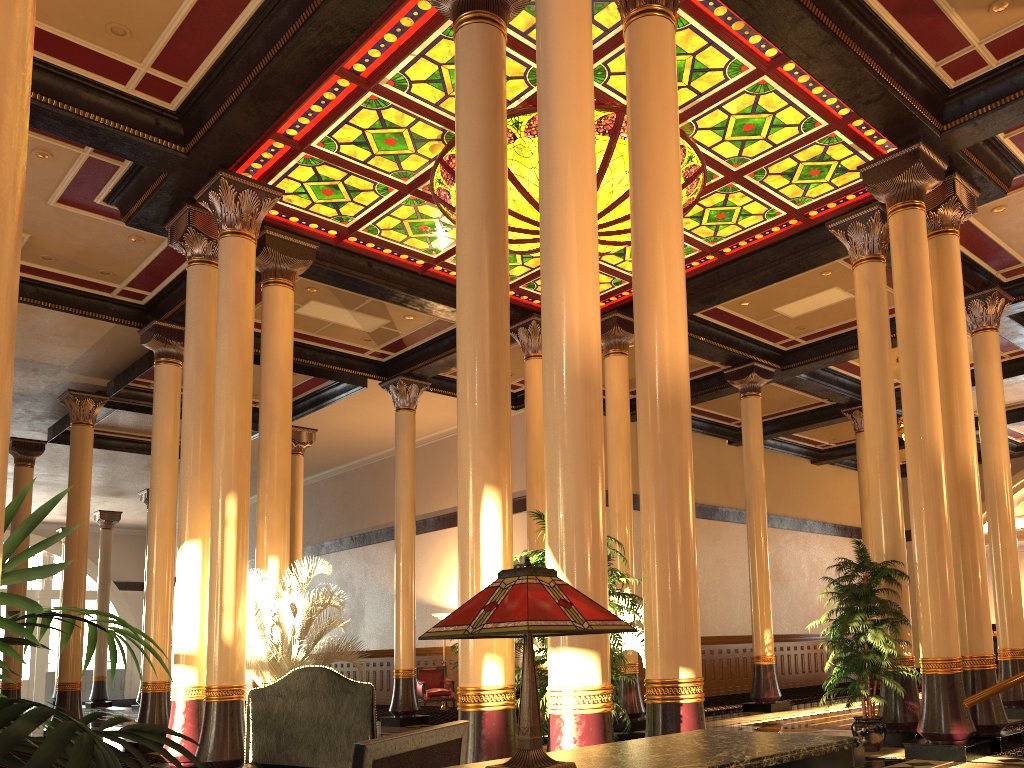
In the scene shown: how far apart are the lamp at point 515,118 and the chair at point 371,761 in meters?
7.0 m

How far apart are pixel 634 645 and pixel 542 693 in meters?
5.8 m

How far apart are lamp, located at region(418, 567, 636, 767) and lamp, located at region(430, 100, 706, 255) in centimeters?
737cm

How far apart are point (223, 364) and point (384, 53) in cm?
341

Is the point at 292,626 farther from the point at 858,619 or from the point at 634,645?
the point at 858,619

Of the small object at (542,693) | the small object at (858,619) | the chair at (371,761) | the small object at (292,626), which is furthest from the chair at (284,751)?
the small object at (858,619)

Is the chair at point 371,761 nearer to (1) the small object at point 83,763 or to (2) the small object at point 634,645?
(1) the small object at point 83,763

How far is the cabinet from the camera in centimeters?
181cm

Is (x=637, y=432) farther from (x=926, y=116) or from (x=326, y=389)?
(x=326, y=389)

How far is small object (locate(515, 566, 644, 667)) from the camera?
10.86m
